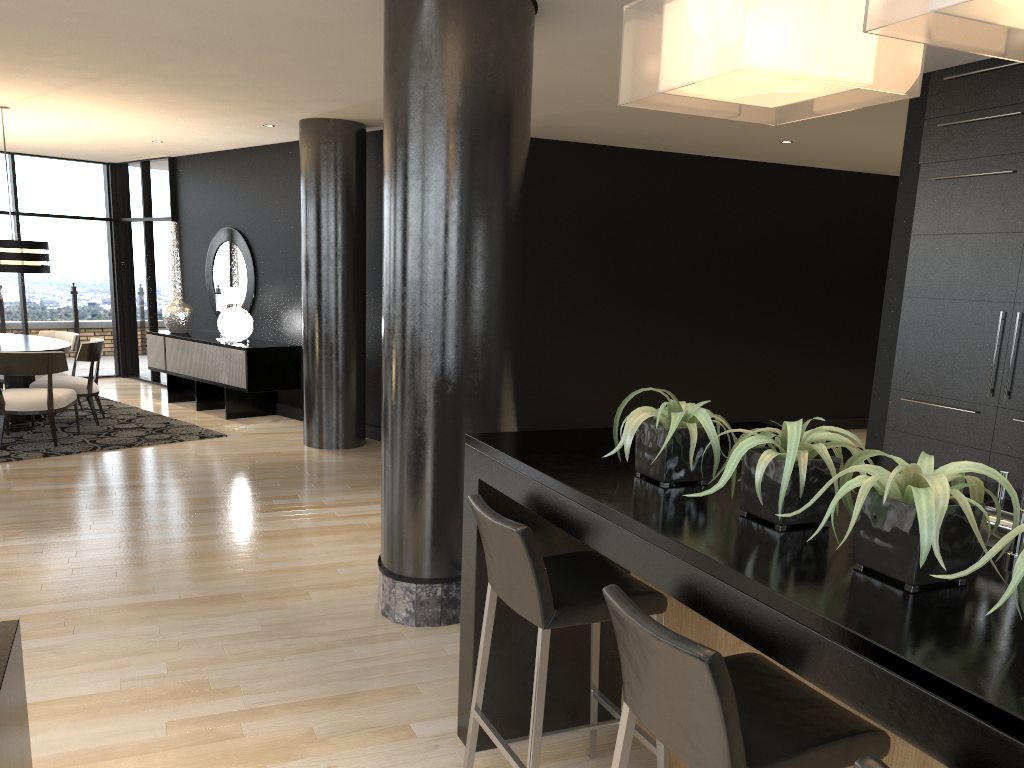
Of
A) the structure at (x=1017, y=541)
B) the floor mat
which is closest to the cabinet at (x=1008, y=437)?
the structure at (x=1017, y=541)

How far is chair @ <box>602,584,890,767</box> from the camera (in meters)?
1.52

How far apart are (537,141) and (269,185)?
3.0m

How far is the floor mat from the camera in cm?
725

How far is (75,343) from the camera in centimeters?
887cm

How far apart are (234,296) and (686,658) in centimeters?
851cm

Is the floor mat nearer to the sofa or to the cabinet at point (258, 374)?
the cabinet at point (258, 374)

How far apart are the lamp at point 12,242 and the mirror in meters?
2.3

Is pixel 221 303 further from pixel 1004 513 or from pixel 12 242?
pixel 1004 513

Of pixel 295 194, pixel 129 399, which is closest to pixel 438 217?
pixel 295 194
